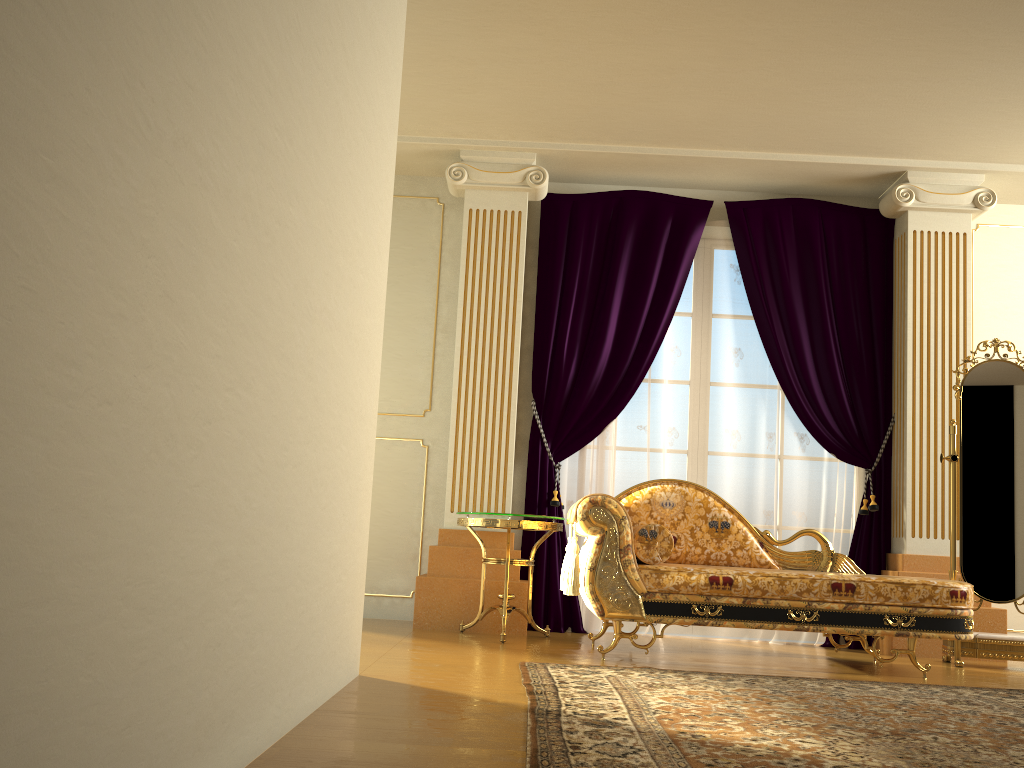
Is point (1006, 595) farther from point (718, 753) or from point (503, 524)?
point (718, 753)

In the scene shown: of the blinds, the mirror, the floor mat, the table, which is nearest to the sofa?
the table

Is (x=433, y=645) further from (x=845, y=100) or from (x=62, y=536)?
(x=845, y=100)

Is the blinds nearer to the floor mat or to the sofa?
the sofa

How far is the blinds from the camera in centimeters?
513cm

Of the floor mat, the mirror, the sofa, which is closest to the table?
the sofa

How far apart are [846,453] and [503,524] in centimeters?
216cm

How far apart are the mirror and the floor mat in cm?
85

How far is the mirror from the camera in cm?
443

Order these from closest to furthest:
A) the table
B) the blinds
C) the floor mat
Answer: the floor mat, the table, the blinds
